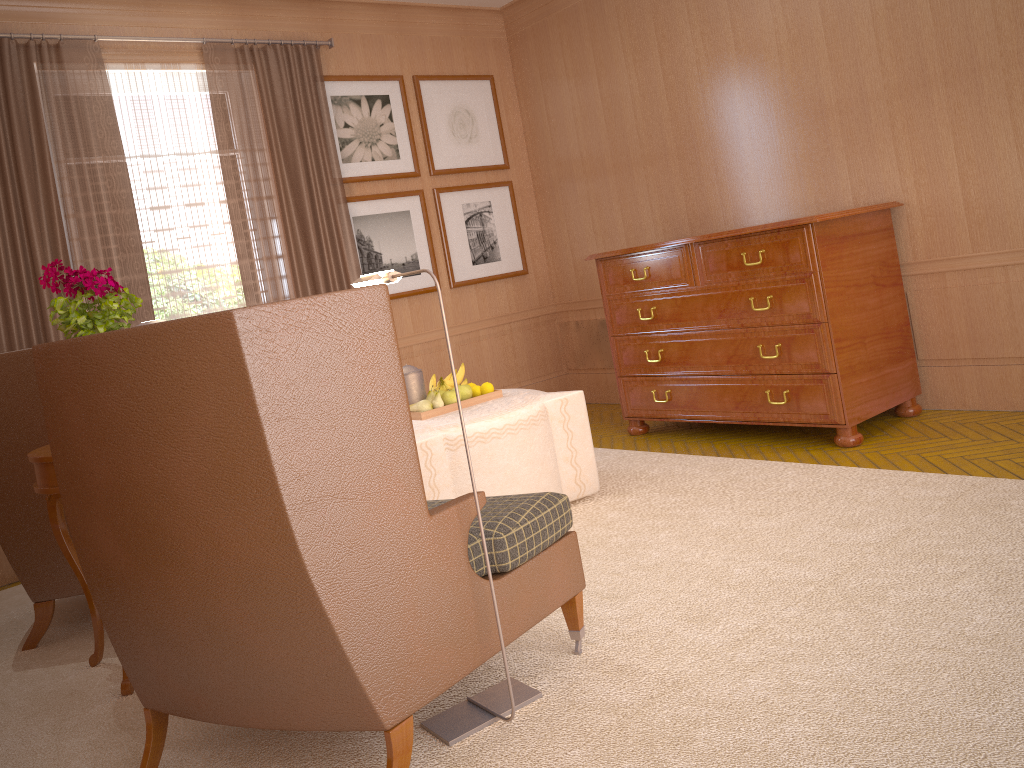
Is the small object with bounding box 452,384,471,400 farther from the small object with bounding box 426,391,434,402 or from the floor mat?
the floor mat

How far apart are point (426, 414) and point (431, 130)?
5.0m

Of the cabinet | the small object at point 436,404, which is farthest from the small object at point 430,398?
the cabinet

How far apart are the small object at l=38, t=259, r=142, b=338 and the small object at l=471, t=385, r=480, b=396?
2.9 meters

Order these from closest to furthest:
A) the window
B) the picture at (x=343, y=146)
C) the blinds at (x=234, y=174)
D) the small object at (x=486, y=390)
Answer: the small object at (x=486, y=390) < the window < the blinds at (x=234, y=174) < the picture at (x=343, y=146)

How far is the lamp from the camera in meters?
4.0 m

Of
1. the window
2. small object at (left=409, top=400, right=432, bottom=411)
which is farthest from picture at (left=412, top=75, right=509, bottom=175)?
small object at (left=409, top=400, right=432, bottom=411)

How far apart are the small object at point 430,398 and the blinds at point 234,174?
3.01m

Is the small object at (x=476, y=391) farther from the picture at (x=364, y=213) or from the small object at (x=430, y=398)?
the picture at (x=364, y=213)

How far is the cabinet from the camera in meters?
7.3 m
